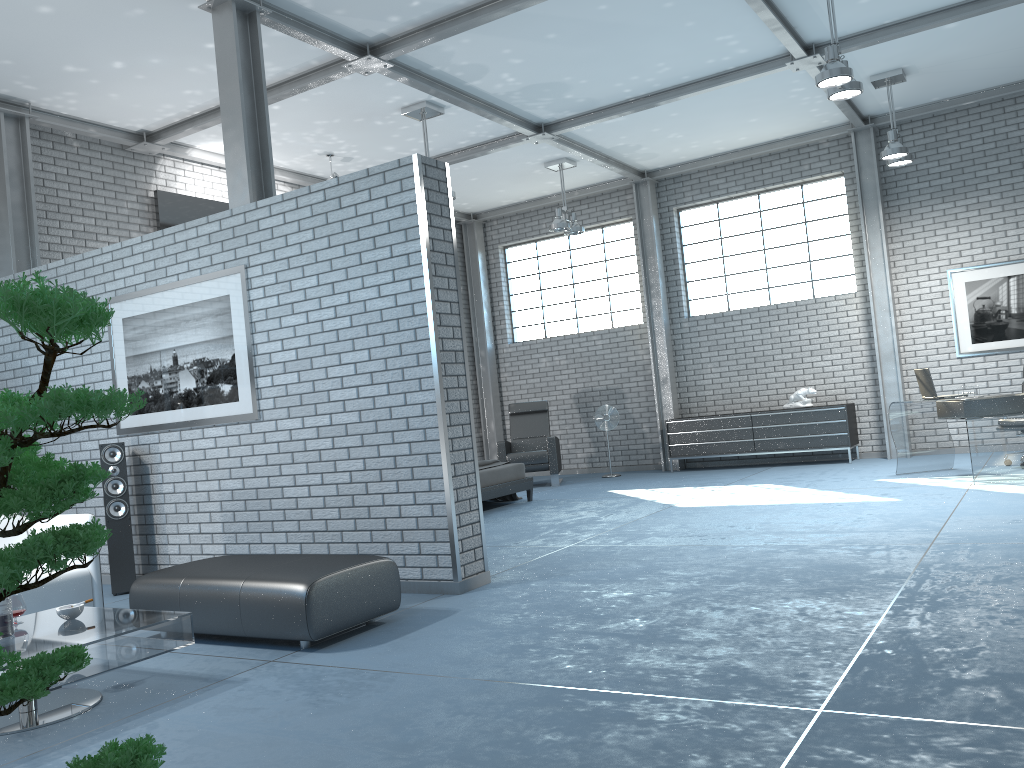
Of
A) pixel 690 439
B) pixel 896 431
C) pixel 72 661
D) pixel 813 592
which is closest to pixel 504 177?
pixel 690 439

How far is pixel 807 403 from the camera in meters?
10.7

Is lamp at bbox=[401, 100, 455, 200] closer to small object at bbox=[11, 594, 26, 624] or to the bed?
the bed

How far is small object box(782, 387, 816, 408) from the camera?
10.7m

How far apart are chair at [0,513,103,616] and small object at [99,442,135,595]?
0.9m

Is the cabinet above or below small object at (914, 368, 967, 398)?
below

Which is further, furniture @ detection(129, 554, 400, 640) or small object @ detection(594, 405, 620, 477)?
small object @ detection(594, 405, 620, 477)

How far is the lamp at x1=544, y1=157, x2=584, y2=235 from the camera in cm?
1068

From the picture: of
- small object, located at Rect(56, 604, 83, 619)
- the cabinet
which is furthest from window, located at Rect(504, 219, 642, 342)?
small object, located at Rect(56, 604, 83, 619)

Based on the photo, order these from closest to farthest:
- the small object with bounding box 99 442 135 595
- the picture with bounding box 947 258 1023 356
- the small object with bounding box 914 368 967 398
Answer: the small object with bounding box 99 442 135 595 < the small object with bounding box 914 368 967 398 < the picture with bounding box 947 258 1023 356
